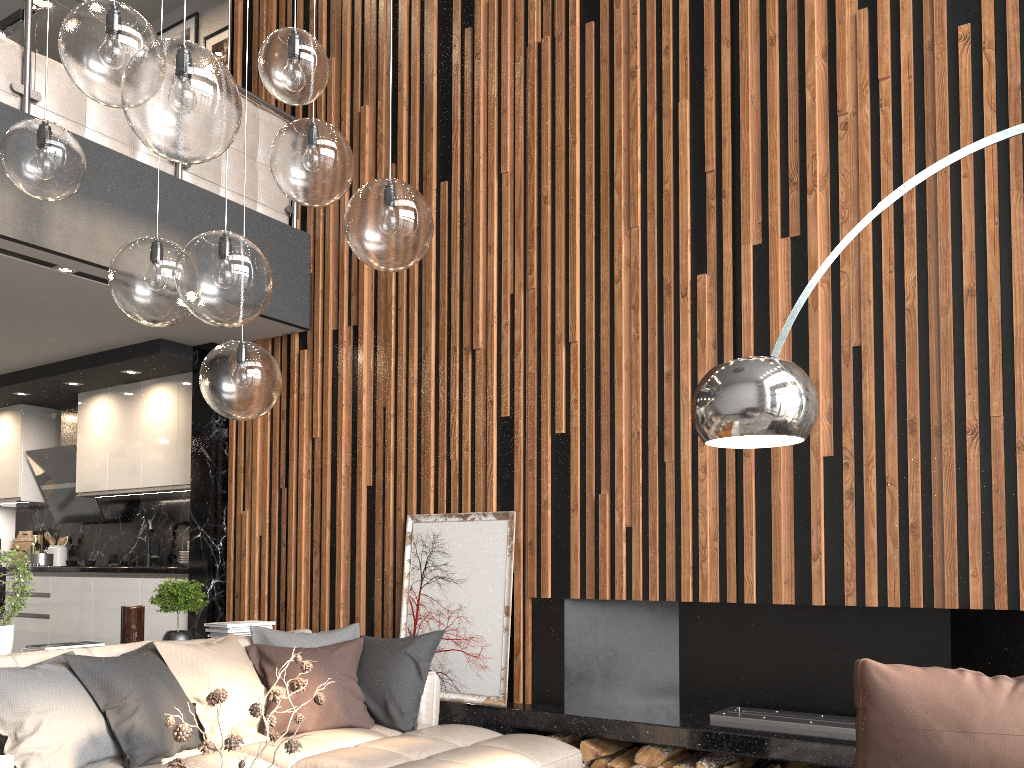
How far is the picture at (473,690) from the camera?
4.39m

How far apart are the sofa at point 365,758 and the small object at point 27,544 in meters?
4.6

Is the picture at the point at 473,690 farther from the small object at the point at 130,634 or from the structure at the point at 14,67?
the structure at the point at 14,67

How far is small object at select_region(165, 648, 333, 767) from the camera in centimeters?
203cm

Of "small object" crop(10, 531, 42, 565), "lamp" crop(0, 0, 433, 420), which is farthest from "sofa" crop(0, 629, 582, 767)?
"small object" crop(10, 531, 42, 565)

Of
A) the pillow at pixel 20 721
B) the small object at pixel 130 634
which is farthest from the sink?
the pillow at pixel 20 721

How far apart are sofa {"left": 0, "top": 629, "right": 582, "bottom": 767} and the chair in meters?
1.4 m

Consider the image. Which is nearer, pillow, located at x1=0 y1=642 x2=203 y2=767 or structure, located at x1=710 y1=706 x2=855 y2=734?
→ pillow, located at x1=0 y1=642 x2=203 y2=767

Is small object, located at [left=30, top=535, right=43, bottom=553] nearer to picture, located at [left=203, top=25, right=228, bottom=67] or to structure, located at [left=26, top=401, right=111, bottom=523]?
structure, located at [left=26, top=401, right=111, bottom=523]

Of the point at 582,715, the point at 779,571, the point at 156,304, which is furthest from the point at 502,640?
the point at 156,304
